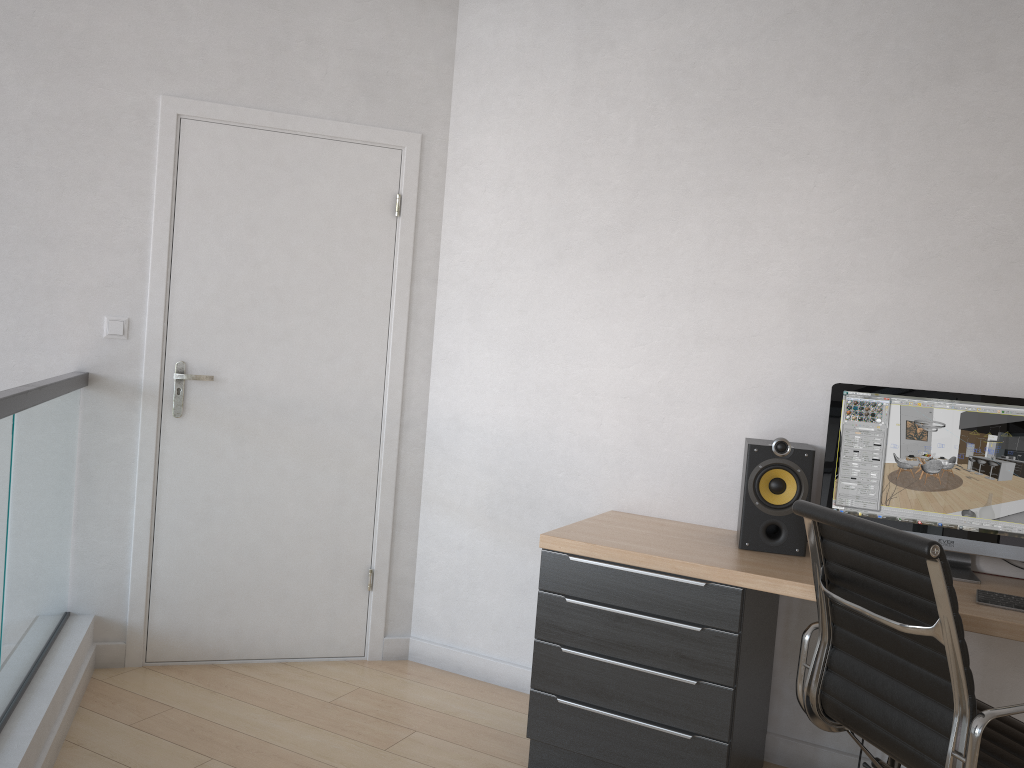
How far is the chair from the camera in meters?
1.8 m

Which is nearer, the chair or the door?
the chair

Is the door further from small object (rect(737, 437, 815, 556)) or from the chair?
the chair

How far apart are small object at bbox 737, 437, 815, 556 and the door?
1.4 meters

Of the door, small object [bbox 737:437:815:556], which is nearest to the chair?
small object [bbox 737:437:815:556]

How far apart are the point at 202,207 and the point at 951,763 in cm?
293

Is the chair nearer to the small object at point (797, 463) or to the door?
the small object at point (797, 463)

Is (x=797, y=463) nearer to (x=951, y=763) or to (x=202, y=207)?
(x=951, y=763)

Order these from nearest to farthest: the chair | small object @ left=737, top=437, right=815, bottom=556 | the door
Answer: the chair → small object @ left=737, top=437, right=815, bottom=556 → the door

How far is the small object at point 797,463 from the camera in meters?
2.7 m
